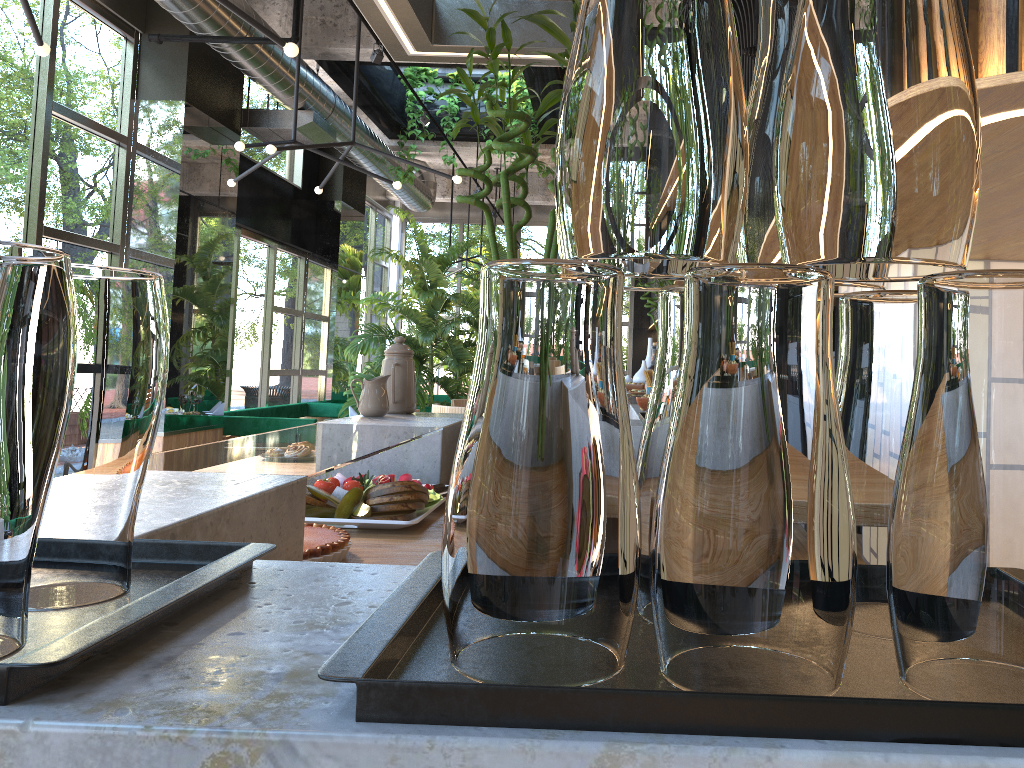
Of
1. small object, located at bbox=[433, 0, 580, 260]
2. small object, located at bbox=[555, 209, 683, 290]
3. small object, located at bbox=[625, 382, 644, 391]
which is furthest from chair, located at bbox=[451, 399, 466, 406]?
small object, located at bbox=[555, 209, 683, 290]

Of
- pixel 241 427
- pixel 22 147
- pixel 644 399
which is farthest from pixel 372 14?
pixel 241 427

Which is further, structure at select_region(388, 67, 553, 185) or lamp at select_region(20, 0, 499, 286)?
→ structure at select_region(388, 67, 553, 185)

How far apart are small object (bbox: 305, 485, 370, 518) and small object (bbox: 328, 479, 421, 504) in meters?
0.0

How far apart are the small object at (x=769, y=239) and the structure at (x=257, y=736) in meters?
0.3

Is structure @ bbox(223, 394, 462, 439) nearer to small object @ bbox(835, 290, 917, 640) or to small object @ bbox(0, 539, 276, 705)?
small object @ bbox(0, 539, 276, 705)

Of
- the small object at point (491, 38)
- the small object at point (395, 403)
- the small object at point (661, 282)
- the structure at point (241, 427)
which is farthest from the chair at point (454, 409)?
the small object at point (661, 282)

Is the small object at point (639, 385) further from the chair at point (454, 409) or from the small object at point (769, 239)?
the small object at point (769, 239)

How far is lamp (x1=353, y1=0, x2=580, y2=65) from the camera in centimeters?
238cm

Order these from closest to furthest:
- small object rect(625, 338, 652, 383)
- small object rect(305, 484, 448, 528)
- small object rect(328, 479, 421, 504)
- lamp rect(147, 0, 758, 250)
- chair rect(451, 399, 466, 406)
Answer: small object rect(305, 484, 448, 528)
small object rect(328, 479, 421, 504)
lamp rect(147, 0, 758, 250)
chair rect(451, 399, 466, 406)
small object rect(625, 338, 652, 383)
